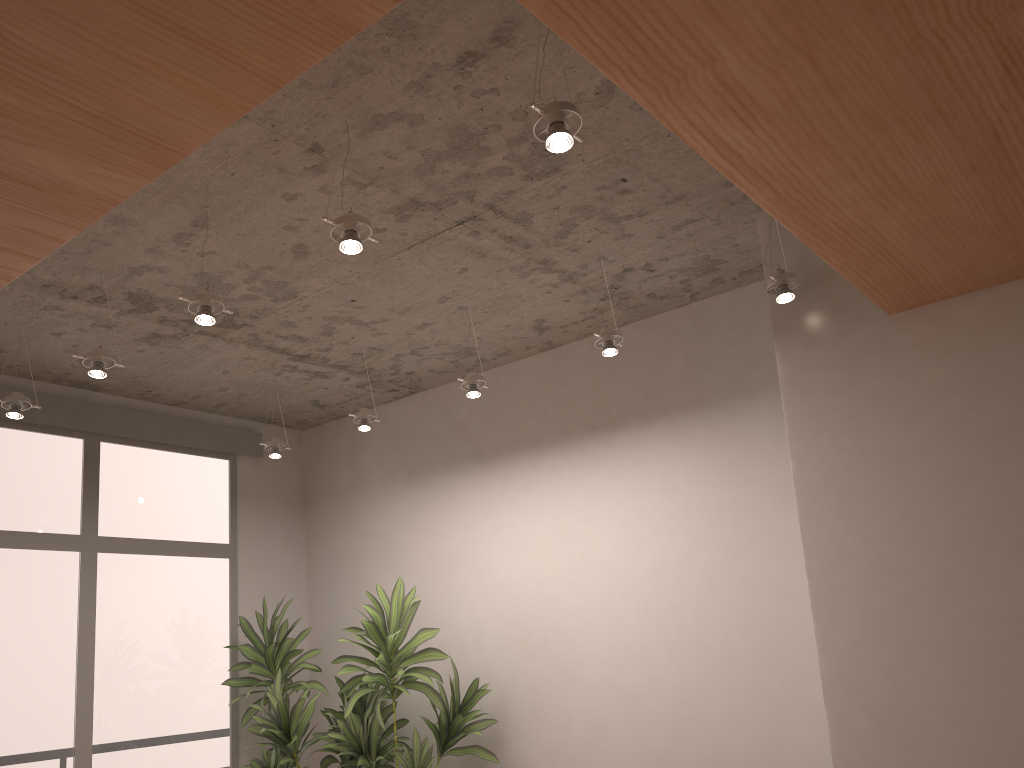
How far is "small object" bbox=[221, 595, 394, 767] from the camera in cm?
498

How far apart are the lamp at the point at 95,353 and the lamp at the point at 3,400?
0.7m

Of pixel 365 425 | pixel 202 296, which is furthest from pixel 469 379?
pixel 202 296

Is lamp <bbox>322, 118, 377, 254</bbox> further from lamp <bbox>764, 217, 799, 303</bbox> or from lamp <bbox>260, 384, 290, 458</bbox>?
lamp <bbox>260, 384, 290, 458</bbox>

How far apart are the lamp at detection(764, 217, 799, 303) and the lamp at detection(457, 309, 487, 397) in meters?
1.5

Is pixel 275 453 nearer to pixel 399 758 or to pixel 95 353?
pixel 95 353

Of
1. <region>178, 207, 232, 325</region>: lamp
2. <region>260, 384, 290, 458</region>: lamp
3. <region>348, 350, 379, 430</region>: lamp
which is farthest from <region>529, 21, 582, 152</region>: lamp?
<region>260, 384, 290, 458</region>: lamp

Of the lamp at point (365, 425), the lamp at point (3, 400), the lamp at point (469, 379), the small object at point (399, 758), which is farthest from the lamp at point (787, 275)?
the lamp at point (3, 400)

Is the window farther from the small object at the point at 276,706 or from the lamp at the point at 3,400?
the lamp at the point at 3,400

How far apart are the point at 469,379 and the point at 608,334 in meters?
0.8
